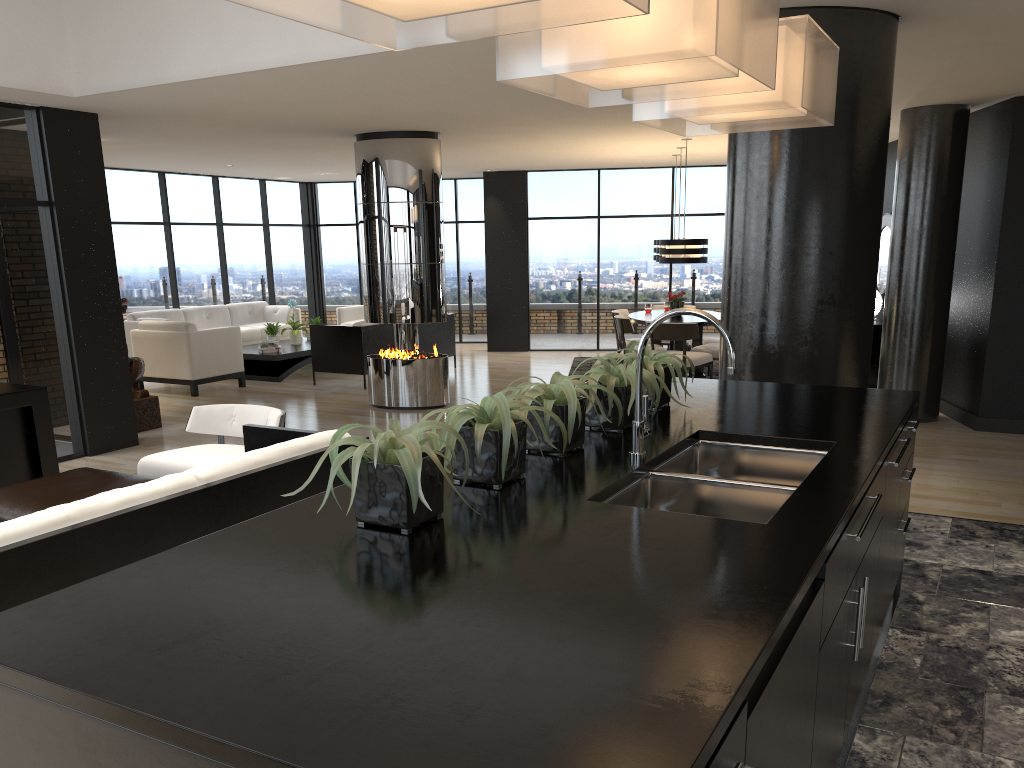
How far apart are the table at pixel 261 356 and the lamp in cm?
484

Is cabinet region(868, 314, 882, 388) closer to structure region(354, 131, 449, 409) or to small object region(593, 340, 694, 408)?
structure region(354, 131, 449, 409)

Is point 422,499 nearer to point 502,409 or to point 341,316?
point 502,409

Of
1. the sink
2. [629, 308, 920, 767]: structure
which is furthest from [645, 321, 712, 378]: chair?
[629, 308, 920, 767]: structure

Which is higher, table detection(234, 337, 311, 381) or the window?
the window

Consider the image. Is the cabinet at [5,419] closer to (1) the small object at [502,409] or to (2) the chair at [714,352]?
(1) the small object at [502,409]

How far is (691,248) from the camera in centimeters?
983cm

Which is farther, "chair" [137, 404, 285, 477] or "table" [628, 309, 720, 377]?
"table" [628, 309, 720, 377]

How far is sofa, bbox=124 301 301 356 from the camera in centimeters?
1250cm

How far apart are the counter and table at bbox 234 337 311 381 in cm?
837
